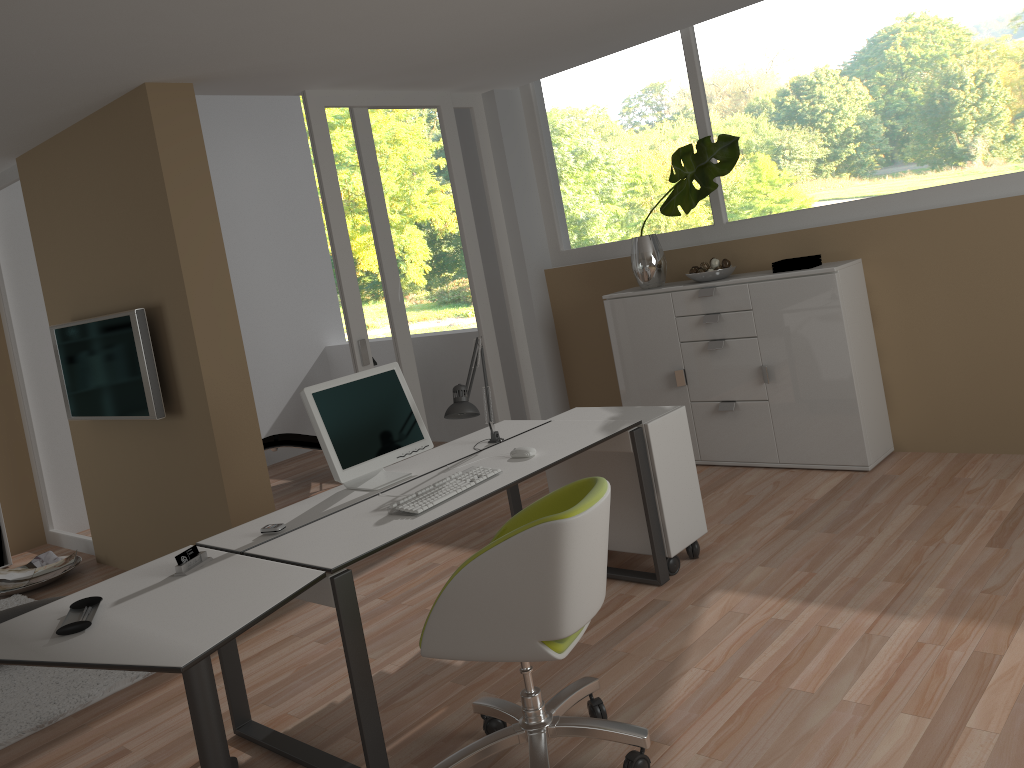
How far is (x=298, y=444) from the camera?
6.7m

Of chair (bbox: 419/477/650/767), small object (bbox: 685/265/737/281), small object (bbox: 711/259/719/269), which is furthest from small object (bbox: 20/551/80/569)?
small object (bbox: 711/259/719/269)

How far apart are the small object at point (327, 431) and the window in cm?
267

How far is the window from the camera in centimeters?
438cm

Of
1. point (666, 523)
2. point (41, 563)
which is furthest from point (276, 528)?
point (41, 563)

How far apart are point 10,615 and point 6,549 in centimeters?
203cm

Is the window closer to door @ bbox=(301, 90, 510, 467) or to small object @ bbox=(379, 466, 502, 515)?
door @ bbox=(301, 90, 510, 467)

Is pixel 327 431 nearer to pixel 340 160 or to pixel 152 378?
pixel 152 378

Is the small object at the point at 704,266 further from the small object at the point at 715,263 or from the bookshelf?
the bookshelf

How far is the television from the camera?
4.5 meters
